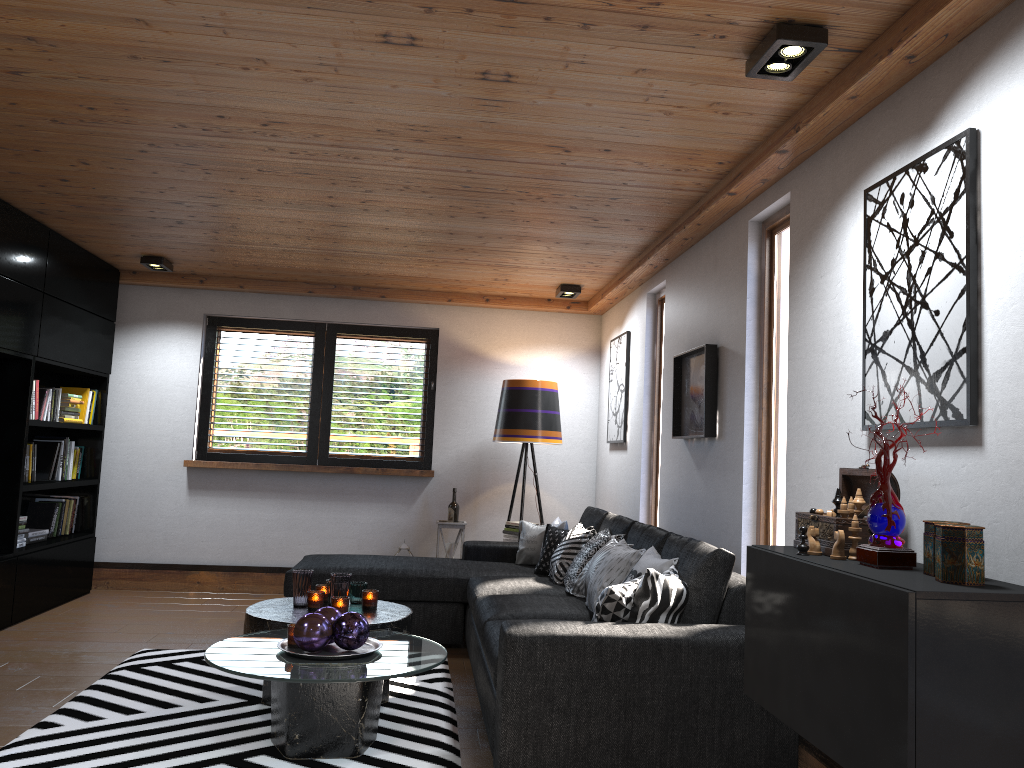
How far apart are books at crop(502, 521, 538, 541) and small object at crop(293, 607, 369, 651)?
3.1 meters

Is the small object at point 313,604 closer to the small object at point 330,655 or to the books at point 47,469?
the small object at point 330,655

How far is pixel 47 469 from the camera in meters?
5.9 m

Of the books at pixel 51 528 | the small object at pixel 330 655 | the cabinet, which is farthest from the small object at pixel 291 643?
the books at pixel 51 528

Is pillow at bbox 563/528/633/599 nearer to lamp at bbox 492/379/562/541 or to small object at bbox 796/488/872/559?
lamp at bbox 492/379/562/541

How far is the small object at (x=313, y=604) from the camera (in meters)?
4.04

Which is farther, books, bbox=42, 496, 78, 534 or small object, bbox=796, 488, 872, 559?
books, bbox=42, 496, 78, 534

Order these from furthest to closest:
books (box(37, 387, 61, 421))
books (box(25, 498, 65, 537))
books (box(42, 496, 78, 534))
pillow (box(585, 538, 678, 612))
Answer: books (box(42, 496, 78, 534))
books (box(25, 498, 65, 537))
books (box(37, 387, 61, 421))
pillow (box(585, 538, 678, 612))

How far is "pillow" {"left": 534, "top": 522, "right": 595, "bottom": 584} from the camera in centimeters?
489cm

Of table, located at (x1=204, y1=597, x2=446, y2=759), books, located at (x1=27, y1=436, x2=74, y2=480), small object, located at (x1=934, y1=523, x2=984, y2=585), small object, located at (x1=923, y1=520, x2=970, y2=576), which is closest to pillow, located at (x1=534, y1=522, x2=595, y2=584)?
table, located at (x1=204, y1=597, x2=446, y2=759)
